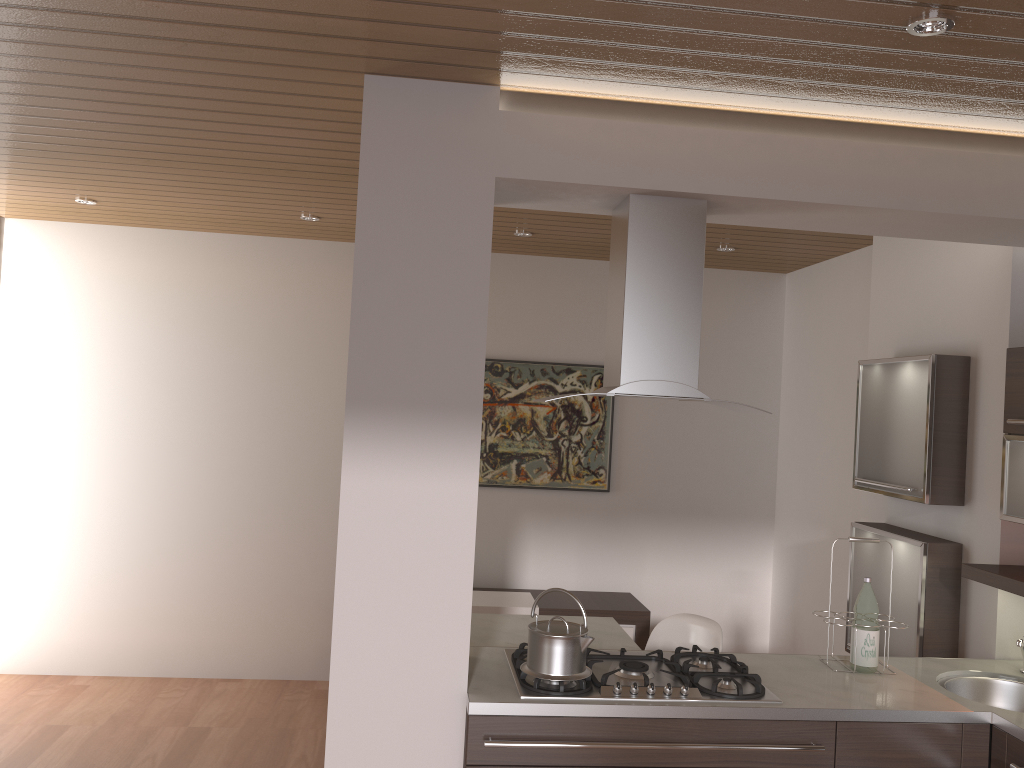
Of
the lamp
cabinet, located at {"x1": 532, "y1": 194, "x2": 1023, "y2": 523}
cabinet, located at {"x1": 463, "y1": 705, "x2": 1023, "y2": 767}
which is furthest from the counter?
the lamp

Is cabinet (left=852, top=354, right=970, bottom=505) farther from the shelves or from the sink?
the sink

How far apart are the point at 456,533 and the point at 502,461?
3.0 meters

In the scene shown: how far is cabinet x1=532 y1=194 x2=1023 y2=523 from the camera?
2.7 meters

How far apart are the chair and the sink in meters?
1.0

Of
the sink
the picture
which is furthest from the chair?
the picture

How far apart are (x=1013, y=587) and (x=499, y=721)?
1.8 meters

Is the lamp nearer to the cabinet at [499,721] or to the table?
the cabinet at [499,721]

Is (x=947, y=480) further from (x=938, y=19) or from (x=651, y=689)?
(x=938, y=19)

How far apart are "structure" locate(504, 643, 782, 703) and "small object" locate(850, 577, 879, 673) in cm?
41
